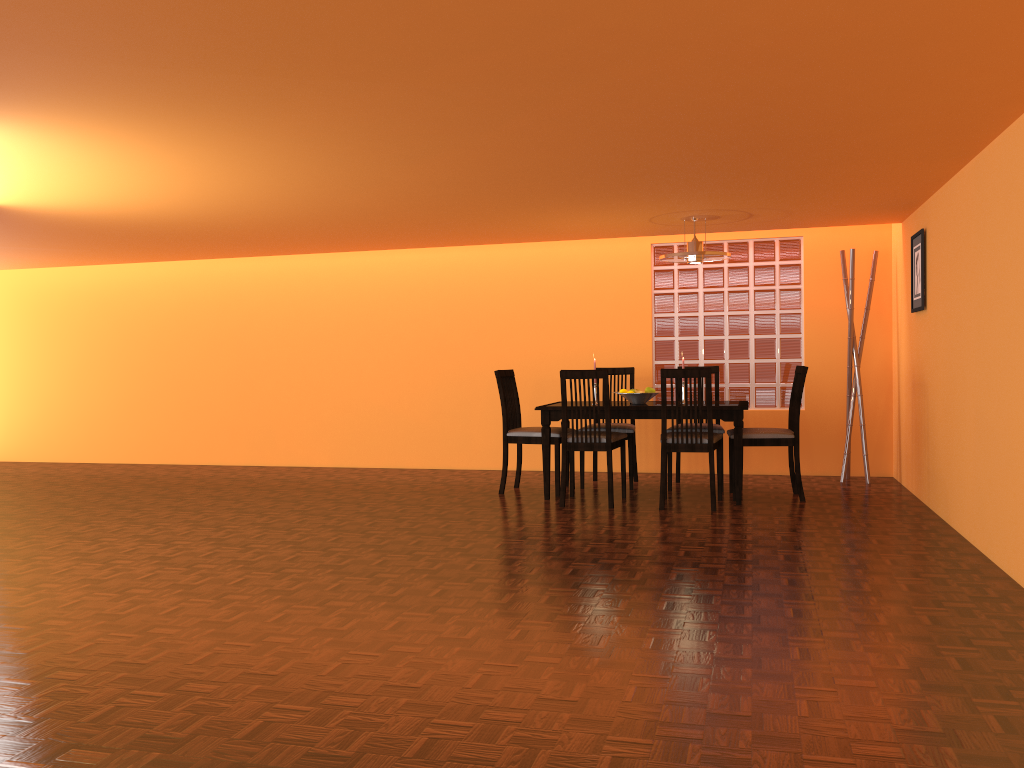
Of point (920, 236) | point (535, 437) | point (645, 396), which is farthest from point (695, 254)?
point (535, 437)

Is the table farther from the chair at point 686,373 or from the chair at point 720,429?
the chair at point 720,429

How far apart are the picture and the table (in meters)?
1.11

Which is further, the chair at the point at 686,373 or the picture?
the picture

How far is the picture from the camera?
5.1 meters

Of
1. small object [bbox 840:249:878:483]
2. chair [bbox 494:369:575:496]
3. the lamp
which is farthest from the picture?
chair [bbox 494:369:575:496]

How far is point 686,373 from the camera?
4.9 meters

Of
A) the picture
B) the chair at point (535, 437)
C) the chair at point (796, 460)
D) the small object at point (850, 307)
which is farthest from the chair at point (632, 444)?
the picture

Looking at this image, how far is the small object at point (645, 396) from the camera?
5.50m

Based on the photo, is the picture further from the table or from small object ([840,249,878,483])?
the table
